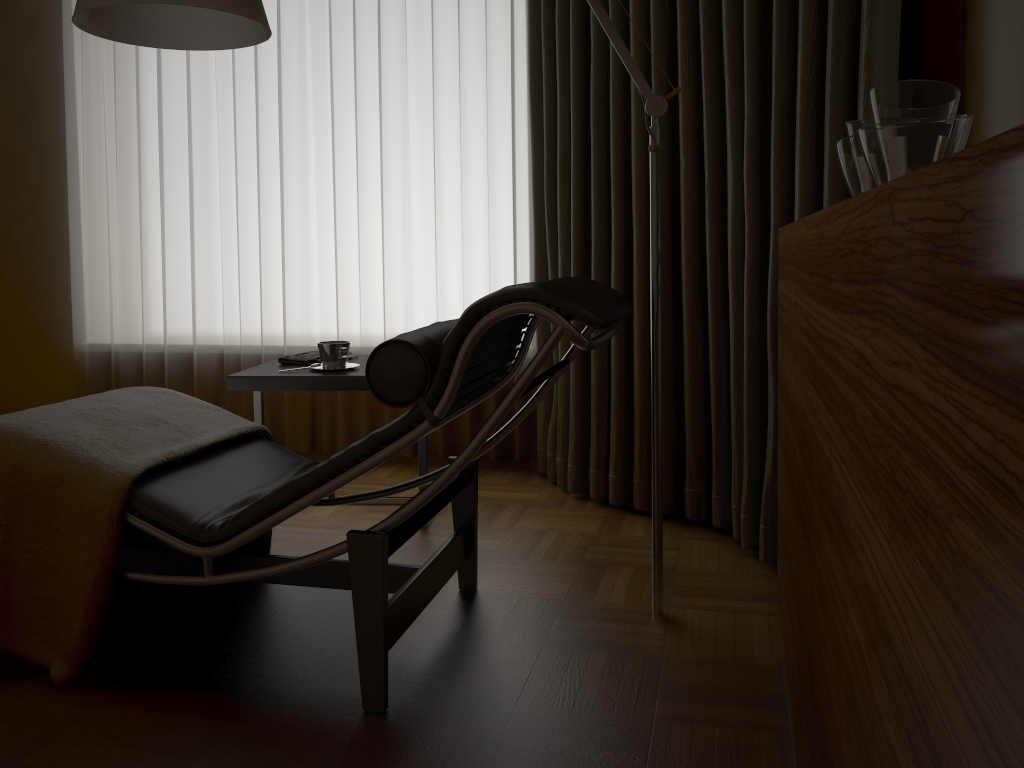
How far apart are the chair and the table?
0.24m

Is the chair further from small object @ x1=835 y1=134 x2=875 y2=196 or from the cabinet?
small object @ x1=835 y1=134 x2=875 y2=196

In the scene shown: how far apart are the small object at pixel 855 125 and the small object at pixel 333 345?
1.54m

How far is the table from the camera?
2.50m

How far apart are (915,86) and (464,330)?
0.8m

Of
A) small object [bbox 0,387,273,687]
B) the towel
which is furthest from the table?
small object [bbox 0,387,273,687]

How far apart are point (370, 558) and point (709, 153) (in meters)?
1.55

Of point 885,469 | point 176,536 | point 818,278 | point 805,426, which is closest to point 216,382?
point 176,536

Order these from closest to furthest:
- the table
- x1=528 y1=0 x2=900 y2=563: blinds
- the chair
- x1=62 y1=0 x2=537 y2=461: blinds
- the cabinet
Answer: the cabinet
the chair
x1=528 y1=0 x2=900 y2=563: blinds
the table
x1=62 y1=0 x2=537 y2=461: blinds

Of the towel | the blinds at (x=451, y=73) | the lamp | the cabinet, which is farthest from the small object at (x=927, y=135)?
the blinds at (x=451, y=73)
